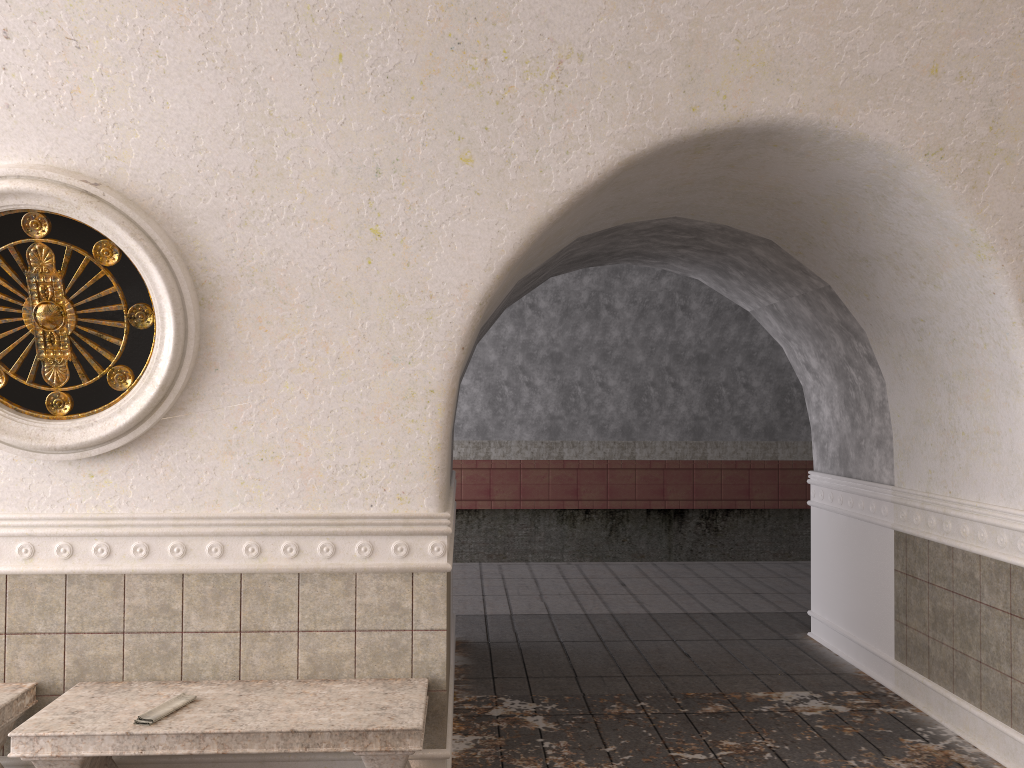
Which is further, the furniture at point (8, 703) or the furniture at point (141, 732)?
the furniture at point (8, 703)

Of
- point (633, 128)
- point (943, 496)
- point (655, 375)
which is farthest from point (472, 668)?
point (655, 375)

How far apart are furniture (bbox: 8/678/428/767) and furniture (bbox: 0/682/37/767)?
0.2m

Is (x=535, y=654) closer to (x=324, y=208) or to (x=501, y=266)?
(x=501, y=266)

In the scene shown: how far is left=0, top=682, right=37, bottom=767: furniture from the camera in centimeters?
358cm

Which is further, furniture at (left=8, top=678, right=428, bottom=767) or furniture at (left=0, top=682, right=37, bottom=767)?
furniture at (left=0, top=682, right=37, bottom=767)

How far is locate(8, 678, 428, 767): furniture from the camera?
3.3m

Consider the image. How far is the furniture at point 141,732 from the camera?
3.3 meters

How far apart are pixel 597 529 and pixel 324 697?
8.9 meters

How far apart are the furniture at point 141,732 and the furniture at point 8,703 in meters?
0.2 m
